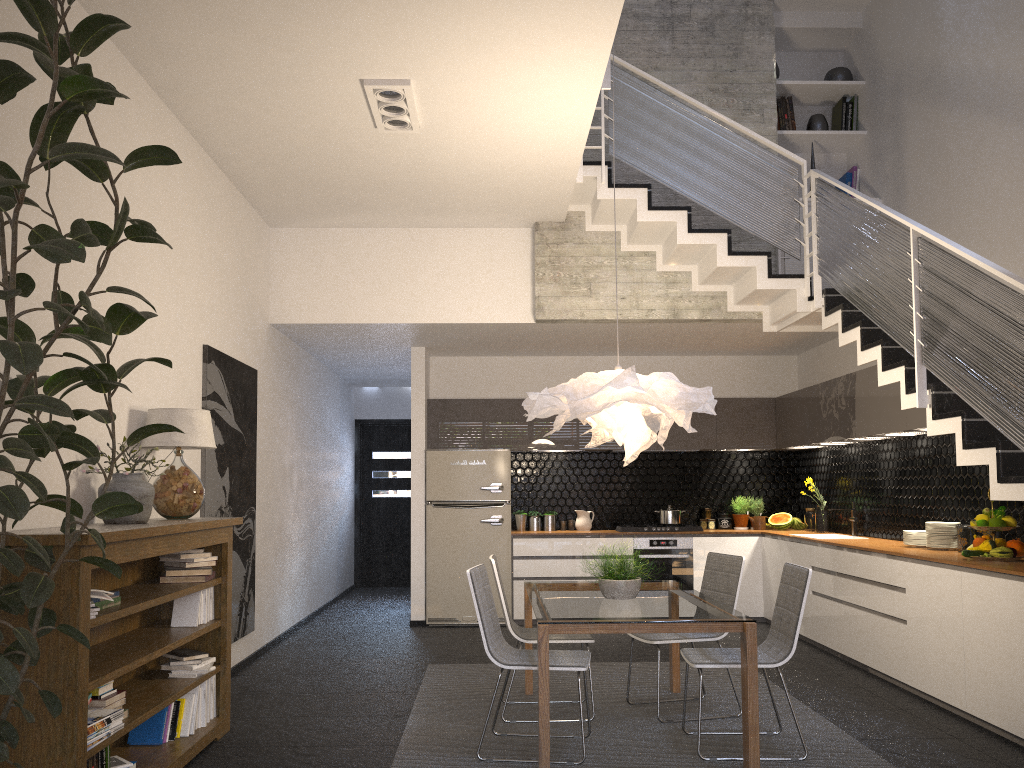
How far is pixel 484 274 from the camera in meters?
7.6 m

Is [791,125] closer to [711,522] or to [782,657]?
[711,522]

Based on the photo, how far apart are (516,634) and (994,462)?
2.6 meters

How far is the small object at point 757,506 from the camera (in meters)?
9.09

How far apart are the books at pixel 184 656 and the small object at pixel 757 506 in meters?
6.1

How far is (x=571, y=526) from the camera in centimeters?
911cm

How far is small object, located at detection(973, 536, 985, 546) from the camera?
5.2 meters

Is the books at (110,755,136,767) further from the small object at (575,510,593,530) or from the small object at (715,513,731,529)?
the small object at (715,513,731,529)

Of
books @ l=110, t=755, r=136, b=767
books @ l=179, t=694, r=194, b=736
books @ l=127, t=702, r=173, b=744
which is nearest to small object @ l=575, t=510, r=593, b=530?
books @ l=179, t=694, r=194, b=736

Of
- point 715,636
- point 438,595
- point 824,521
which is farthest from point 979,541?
point 438,595
